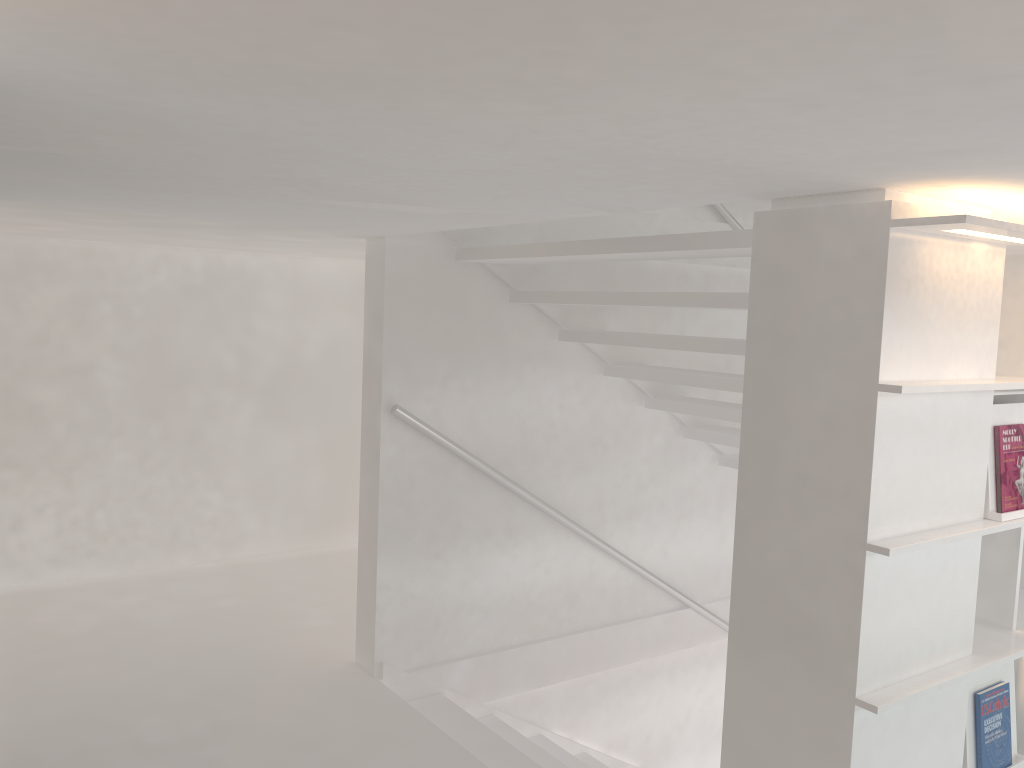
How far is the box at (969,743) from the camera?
2.15m

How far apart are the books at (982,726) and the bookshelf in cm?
7

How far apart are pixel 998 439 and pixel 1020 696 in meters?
0.7 m

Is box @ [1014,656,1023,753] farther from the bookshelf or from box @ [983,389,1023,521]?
box @ [983,389,1023,521]

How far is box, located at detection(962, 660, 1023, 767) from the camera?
2.2m

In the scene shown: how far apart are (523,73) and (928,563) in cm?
151

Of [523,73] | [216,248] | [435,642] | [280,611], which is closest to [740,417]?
[435,642]

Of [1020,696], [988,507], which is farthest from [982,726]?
[988,507]

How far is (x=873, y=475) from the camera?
1.81m

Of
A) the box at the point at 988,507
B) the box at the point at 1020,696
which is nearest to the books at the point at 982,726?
the box at the point at 1020,696
